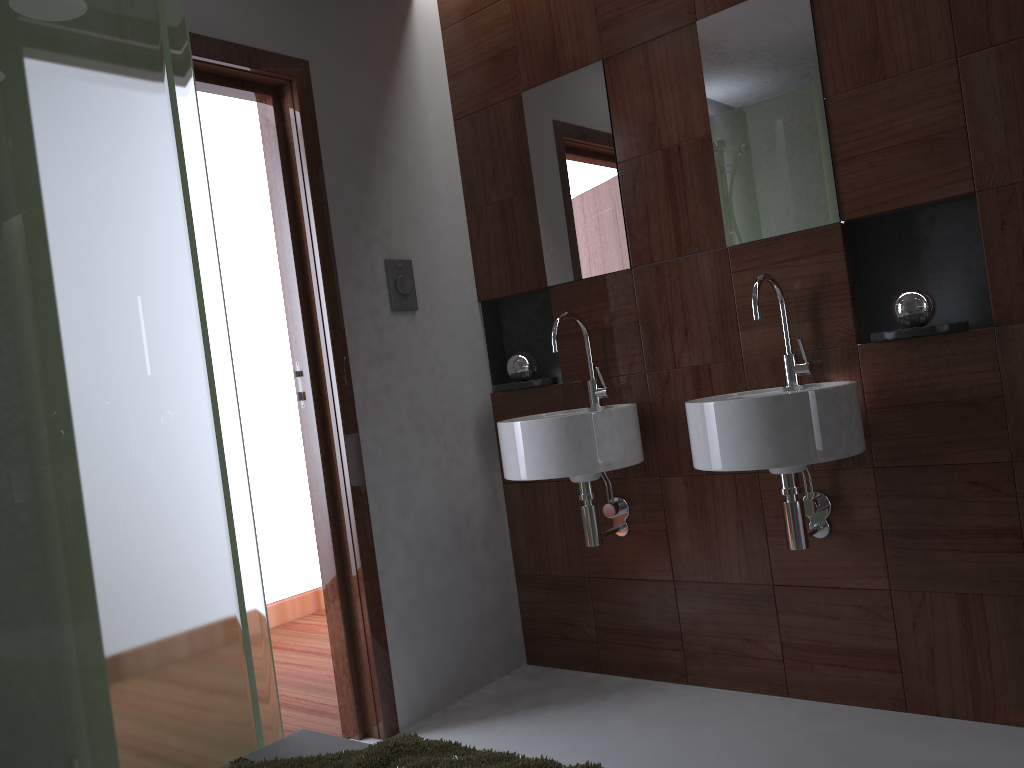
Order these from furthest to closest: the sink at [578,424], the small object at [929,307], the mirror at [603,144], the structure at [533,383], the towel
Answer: the structure at [533,383] < the mirror at [603,144] < the sink at [578,424] < the small object at [929,307] < the towel

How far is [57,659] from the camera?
1.2 meters

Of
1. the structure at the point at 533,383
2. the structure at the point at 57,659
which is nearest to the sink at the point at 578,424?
the structure at the point at 533,383

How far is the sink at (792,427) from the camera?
2.01m

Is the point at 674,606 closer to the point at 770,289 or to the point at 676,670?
the point at 676,670

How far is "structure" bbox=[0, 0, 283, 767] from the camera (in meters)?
1.21

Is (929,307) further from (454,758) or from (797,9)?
(454,758)

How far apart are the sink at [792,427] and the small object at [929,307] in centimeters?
20cm

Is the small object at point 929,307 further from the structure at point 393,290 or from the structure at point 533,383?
the structure at point 393,290

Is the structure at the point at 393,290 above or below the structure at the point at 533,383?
above
